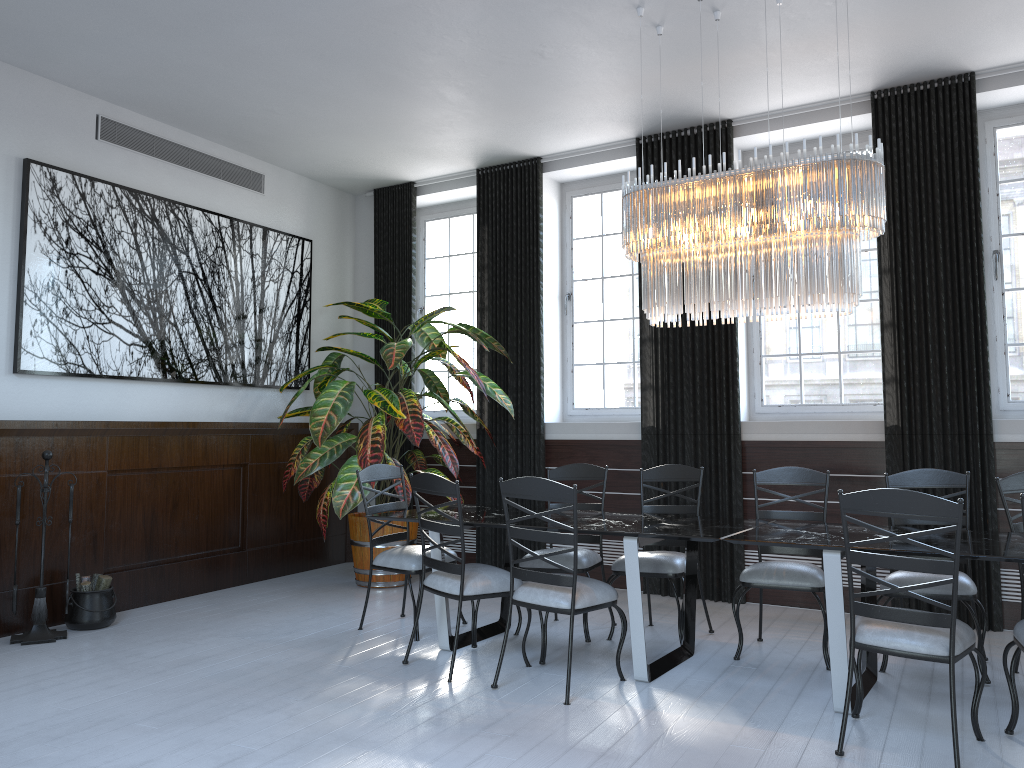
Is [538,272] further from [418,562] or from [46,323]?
[46,323]

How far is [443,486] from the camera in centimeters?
423cm

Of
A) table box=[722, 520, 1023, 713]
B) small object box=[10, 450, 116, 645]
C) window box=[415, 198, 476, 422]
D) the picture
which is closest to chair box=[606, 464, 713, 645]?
table box=[722, 520, 1023, 713]

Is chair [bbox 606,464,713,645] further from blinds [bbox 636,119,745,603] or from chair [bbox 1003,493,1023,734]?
chair [bbox 1003,493,1023,734]

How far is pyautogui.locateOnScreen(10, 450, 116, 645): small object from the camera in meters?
4.9 m

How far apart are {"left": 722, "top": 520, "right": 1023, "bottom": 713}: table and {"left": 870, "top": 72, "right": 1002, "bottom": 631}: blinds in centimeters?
137cm

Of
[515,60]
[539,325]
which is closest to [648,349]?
[539,325]

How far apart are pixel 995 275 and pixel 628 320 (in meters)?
2.55

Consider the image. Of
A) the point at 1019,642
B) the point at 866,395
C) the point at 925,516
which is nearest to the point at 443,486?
the point at 925,516

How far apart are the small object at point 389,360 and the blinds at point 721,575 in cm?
100
